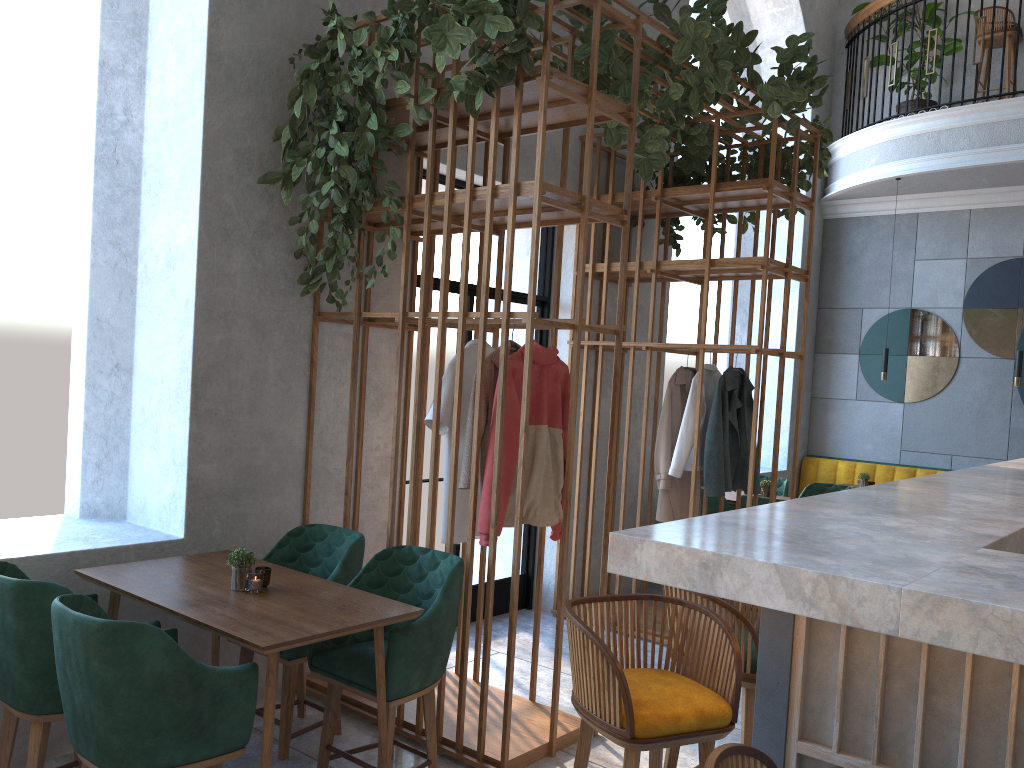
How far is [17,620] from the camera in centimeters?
272cm

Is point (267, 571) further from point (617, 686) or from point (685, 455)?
point (685, 455)

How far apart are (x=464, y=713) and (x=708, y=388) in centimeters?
274cm

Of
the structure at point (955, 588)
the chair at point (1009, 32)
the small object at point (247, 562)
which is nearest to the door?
the small object at point (247, 562)

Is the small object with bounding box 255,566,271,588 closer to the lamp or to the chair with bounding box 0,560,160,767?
the chair with bounding box 0,560,160,767

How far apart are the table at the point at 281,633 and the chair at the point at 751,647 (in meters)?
0.90

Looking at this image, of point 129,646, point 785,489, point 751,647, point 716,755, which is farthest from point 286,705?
point 785,489

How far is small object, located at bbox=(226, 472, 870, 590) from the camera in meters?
3.1 m

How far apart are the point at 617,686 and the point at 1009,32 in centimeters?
795cm

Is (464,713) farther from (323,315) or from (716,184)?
(716,184)
